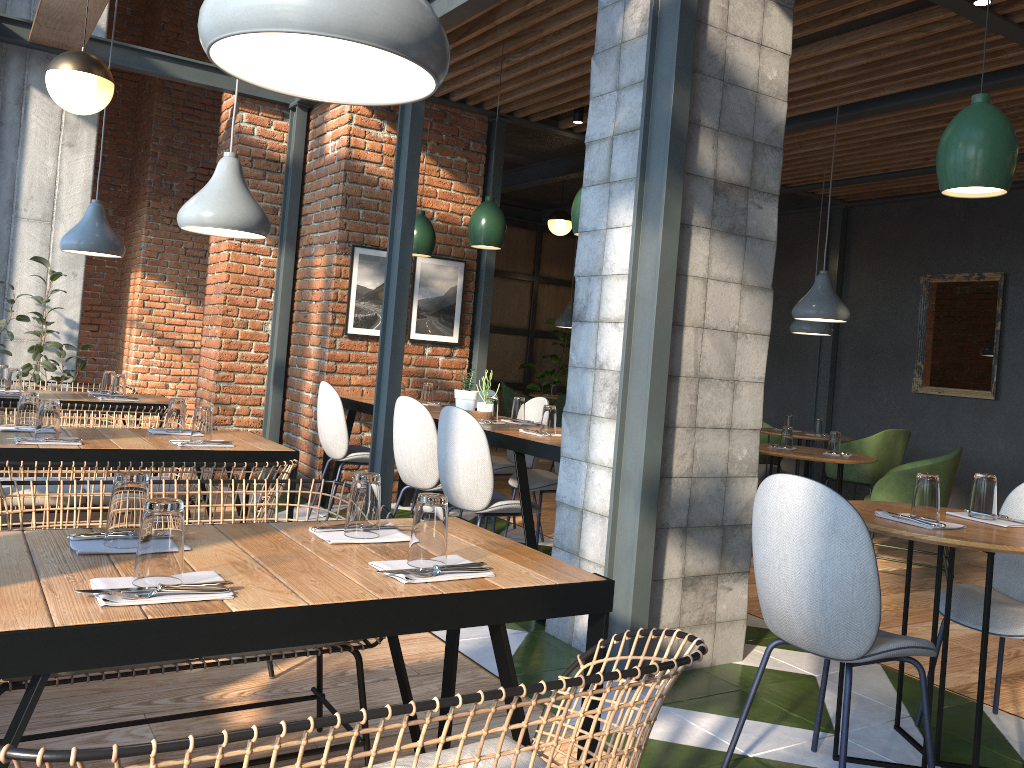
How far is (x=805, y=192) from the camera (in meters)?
8.43

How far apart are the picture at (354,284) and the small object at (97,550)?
4.42m

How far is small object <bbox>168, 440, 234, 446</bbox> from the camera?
3.34m

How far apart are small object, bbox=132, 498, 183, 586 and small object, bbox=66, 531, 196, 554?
0.3m

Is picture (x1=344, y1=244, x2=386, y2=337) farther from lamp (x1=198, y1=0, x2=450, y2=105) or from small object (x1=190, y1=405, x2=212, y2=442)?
lamp (x1=198, y1=0, x2=450, y2=105)

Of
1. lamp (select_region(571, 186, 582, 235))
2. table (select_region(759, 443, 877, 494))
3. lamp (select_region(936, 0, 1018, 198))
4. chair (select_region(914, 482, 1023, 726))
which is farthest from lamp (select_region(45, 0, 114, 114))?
table (select_region(759, 443, 877, 494))

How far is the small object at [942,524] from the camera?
2.5m

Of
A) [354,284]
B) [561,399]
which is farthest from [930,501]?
[561,399]

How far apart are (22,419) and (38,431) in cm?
31

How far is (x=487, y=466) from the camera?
3.95m
